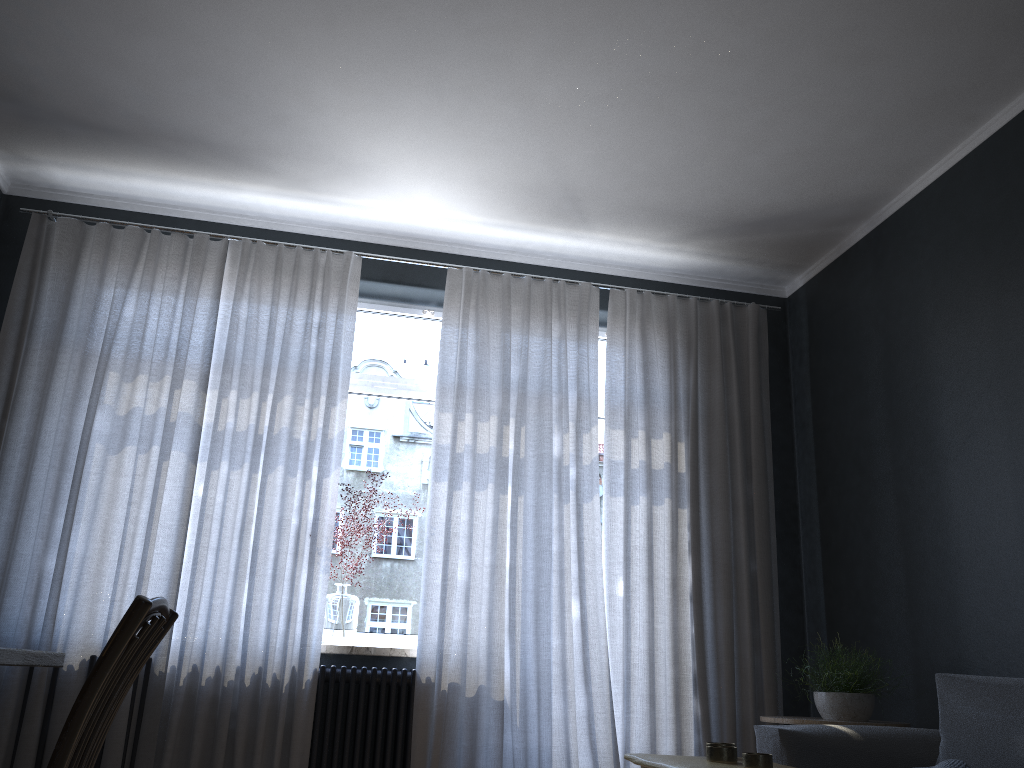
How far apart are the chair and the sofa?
2.30m

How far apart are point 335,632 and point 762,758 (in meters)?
2.67

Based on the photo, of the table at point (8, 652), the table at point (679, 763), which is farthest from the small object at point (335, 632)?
the table at point (8, 652)

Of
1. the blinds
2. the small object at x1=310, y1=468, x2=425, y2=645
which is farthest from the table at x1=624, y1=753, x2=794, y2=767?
the small object at x1=310, y1=468, x2=425, y2=645

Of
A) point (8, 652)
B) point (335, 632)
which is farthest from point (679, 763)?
point (335, 632)

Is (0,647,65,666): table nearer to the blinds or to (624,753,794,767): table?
(624,753,794,767): table

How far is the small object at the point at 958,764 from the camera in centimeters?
258cm

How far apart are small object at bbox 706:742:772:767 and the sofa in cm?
110

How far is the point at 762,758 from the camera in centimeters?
188cm

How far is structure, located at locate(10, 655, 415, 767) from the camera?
3.9m
